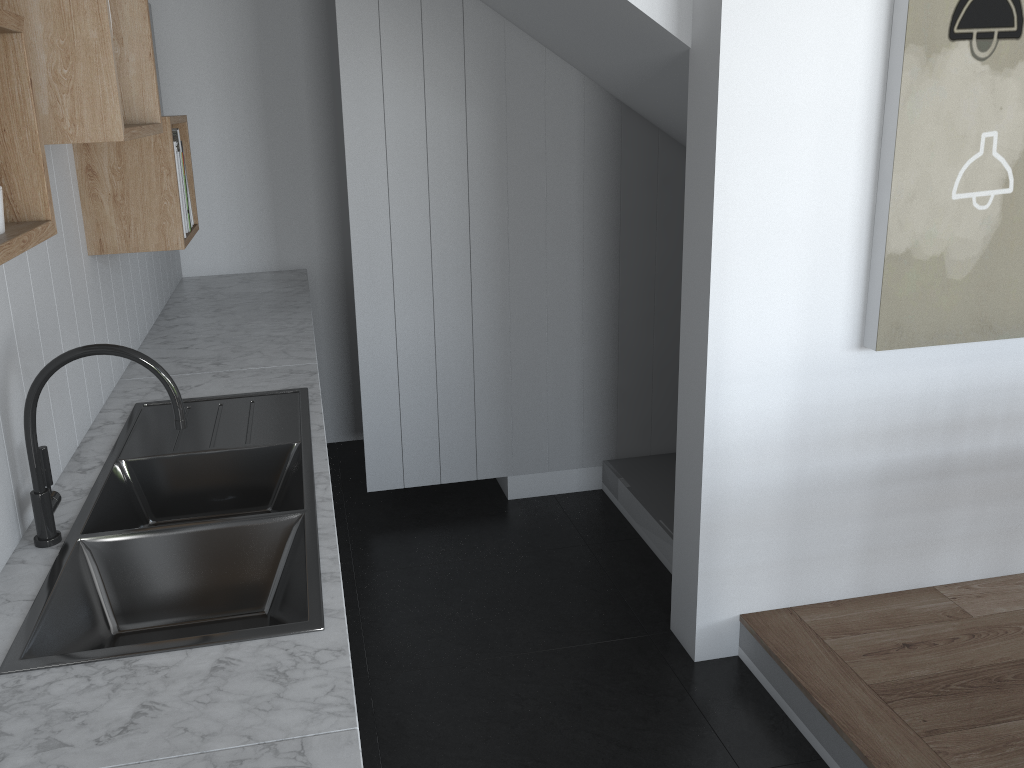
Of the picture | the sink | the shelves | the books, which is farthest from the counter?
the picture

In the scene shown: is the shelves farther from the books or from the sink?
the sink

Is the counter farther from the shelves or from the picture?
the picture

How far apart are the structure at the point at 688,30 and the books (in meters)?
1.16

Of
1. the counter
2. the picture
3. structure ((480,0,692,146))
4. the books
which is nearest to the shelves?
the books

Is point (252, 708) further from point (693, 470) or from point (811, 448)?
point (811, 448)

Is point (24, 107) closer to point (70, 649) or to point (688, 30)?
point (70, 649)

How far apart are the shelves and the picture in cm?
177

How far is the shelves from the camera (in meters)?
1.03

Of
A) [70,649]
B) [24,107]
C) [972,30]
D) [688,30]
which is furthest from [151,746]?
[972,30]
